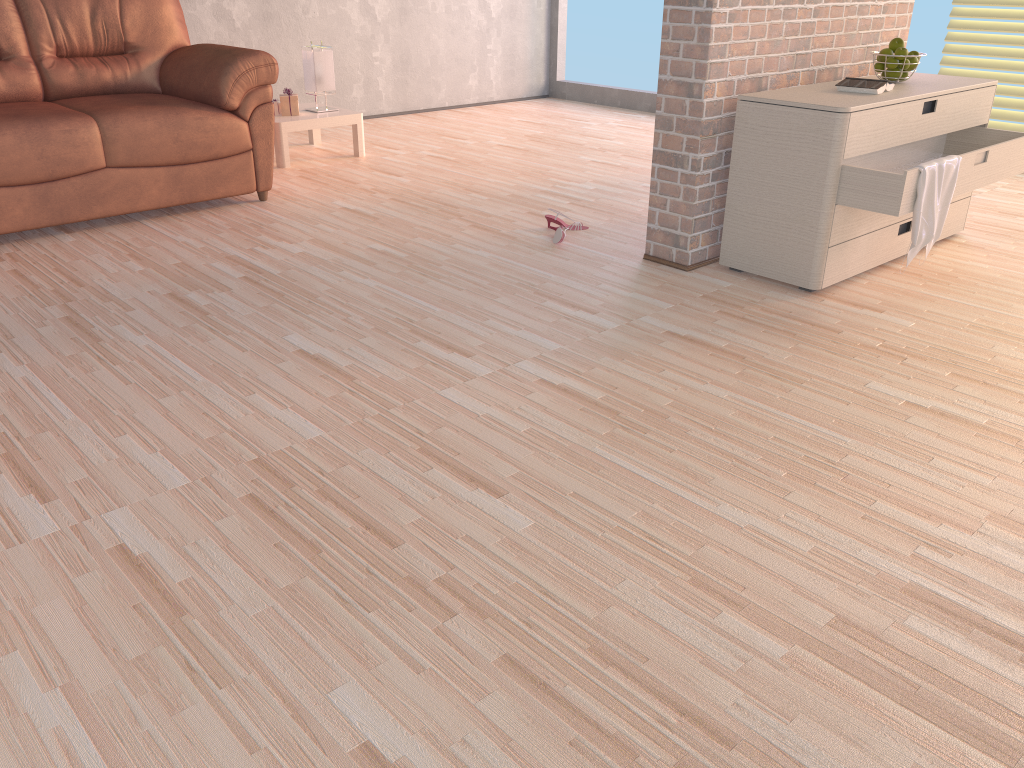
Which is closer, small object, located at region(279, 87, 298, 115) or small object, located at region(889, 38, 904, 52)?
small object, located at region(889, 38, 904, 52)

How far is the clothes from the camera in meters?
2.8 m

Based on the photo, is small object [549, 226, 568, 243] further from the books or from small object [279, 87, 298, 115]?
small object [279, 87, 298, 115]

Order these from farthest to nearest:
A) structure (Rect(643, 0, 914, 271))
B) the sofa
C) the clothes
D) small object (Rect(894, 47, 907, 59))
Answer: the sofa → small object (Rect(894, 47, 907, 59)) → structure (Rect(643, 0, 914, 271)) → the clothes

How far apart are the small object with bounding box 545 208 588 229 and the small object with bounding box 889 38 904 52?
1.35m

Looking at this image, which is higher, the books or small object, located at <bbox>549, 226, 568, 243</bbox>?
the books

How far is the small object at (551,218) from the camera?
3.7 meters

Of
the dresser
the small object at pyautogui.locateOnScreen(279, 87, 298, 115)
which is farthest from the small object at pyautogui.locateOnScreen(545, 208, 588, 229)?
the small object at pyautogui.locateOnScreen(279, 87, 298, 115)

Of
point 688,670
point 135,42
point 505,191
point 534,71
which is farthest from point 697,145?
point 534,71

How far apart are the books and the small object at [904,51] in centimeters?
22cm
